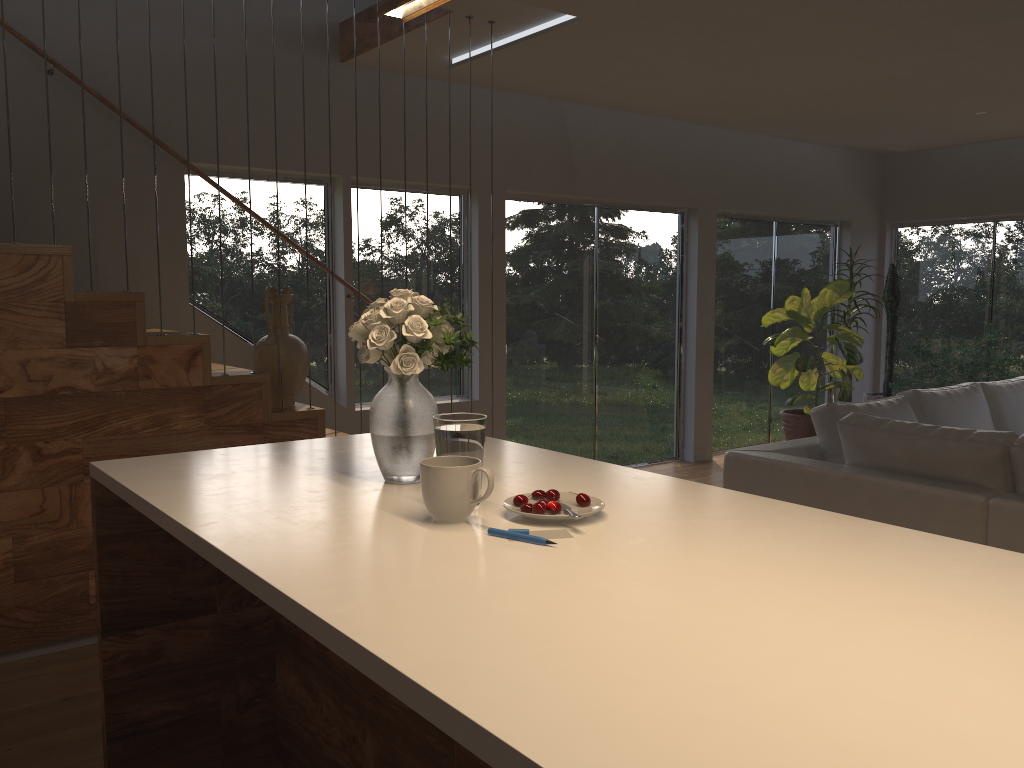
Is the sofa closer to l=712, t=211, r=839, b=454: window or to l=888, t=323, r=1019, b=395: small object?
l=888, t=323, r=1019, b=395: small object

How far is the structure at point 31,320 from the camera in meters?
3.3 m

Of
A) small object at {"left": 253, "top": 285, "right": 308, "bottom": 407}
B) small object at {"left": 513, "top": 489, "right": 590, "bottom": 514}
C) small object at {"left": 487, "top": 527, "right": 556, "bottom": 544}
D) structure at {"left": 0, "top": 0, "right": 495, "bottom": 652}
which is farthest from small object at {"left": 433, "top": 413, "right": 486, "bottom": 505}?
small object at {"left": 253, "top": 285, "right": 308, "bottom": 407}

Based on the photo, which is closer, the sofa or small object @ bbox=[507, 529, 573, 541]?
small object @ bbox=[507, 529, 573, 541]

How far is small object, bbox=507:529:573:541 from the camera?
1.62m

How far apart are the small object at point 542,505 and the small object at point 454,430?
0.1m

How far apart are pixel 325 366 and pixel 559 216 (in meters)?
2.16

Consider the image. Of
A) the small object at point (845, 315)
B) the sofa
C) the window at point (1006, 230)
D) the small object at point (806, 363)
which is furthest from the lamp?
the window at point (1006, 230)

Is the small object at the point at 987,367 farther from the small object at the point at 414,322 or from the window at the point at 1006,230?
the small object at the point at 414,322

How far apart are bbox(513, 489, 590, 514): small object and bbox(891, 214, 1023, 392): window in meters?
7.8 m
